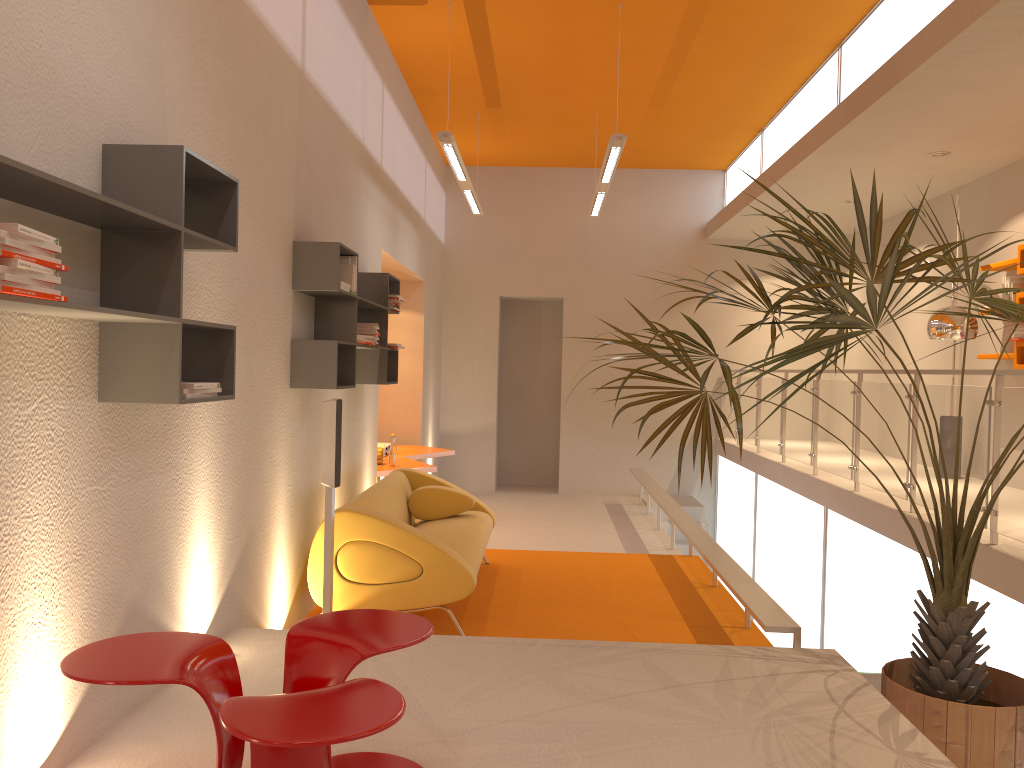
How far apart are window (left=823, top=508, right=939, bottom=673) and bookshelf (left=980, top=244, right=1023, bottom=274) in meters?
2.3 m

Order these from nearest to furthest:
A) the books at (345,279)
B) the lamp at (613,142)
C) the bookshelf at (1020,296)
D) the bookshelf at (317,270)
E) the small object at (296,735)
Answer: the small object at (296,735) → the bookshelf at (317,270) → the books at (345,279) → the lamp at (613,142) → the bookshelf at (1020,296)

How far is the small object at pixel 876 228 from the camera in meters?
3.1 m

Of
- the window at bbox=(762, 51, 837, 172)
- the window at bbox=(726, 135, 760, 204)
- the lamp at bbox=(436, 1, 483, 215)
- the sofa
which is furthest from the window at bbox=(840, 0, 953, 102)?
the sofa

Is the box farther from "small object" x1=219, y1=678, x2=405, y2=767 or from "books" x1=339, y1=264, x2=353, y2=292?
"small object" x1=219, y1=678, x2=405, y2=767

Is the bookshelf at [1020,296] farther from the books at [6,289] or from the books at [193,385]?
the books at [6,289]

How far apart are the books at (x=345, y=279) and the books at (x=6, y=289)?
3.1m

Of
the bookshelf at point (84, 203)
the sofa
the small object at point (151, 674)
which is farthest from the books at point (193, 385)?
the sofa

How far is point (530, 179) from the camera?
11.7m

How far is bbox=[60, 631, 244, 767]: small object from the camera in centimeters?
209cm
